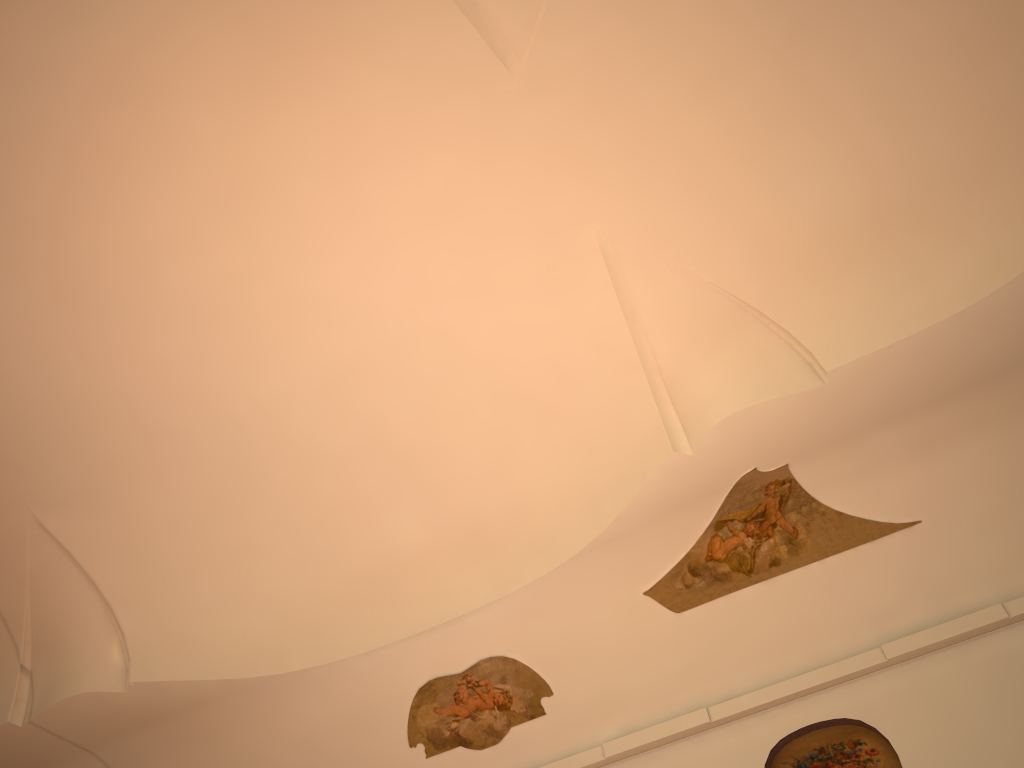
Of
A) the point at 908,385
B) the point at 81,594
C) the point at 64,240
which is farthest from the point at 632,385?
the point at 81,594

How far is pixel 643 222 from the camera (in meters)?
8.05
